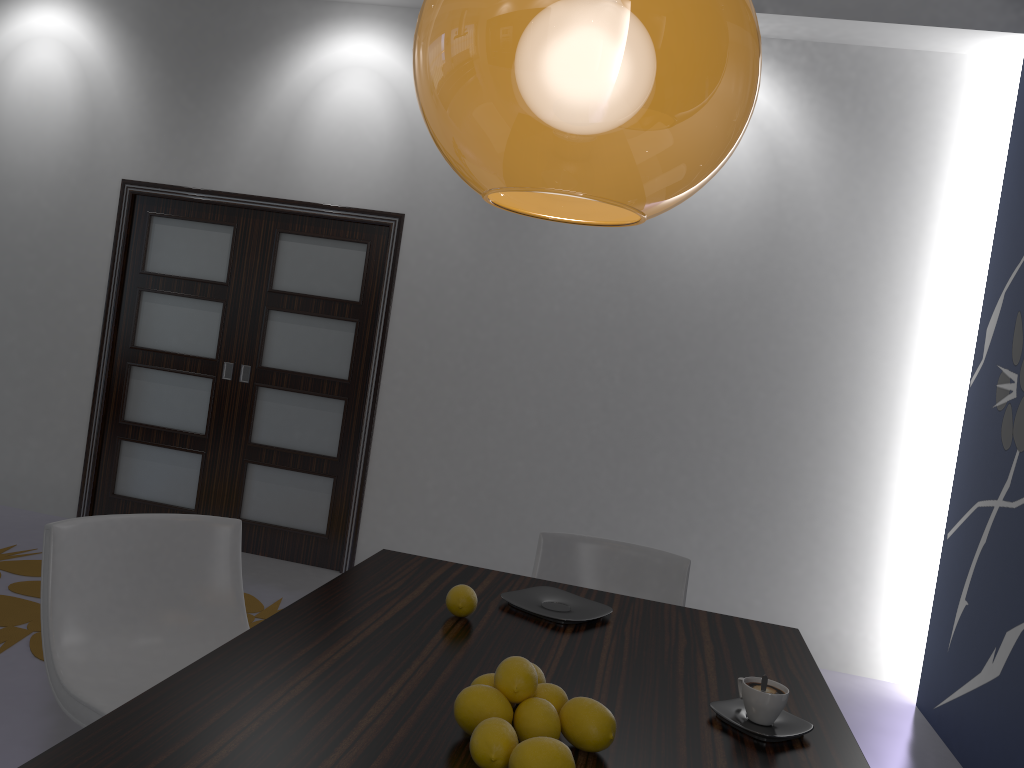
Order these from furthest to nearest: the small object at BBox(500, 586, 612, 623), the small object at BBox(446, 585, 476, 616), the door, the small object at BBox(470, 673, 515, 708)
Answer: the door < the small object at BBox(500, 586, 612, 623) < the small object at BBox(446, 585, 476, 616) < the small object at BBox(470, 673, 515, 708)

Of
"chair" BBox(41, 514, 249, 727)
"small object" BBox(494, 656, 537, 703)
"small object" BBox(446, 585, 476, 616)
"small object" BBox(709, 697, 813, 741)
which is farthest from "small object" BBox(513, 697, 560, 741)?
"chair" BBox(41, 514, 249, 727)

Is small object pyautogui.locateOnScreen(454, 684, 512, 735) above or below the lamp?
below

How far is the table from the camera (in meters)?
1.24

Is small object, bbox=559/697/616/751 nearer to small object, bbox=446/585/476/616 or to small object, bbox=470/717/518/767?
small object, bbox=470/717/518/767

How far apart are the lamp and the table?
0.78m

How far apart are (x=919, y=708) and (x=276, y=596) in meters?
3.1

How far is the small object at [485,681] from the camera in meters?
1.4

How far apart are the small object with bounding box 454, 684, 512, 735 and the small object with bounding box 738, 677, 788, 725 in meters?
0.5

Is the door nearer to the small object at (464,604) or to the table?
the table
